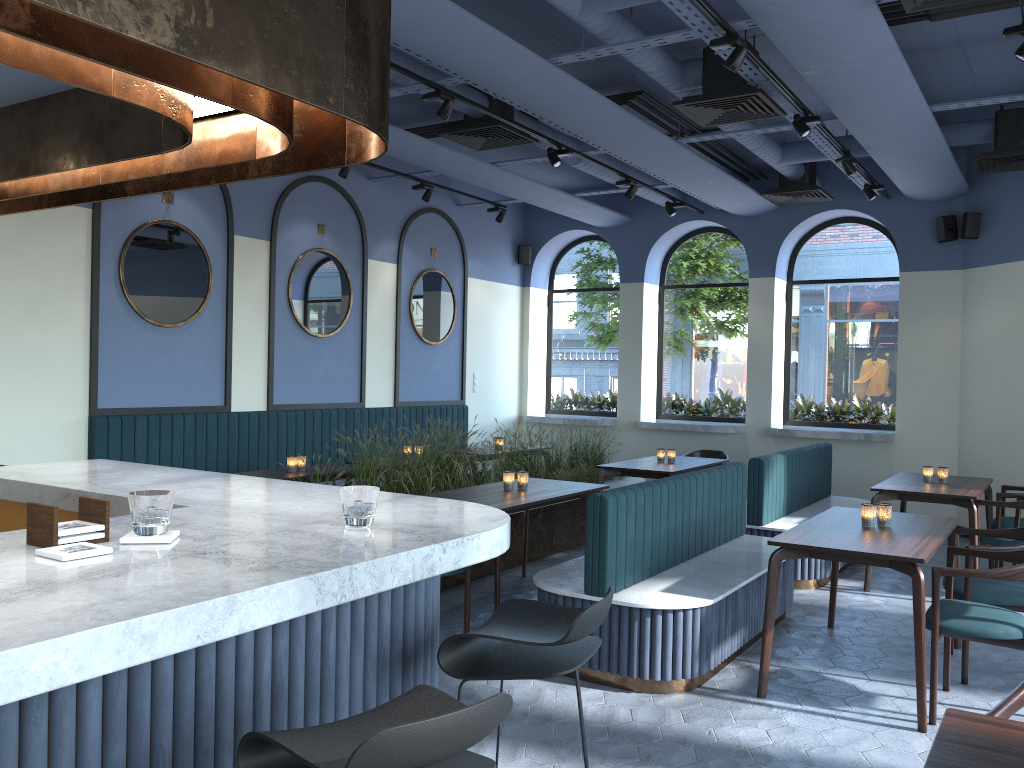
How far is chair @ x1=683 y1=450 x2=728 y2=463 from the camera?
9.1 meters

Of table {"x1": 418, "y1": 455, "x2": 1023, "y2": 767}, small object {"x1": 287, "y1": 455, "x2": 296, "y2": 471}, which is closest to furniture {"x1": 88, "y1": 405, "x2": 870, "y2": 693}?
table {"x1": 418, "y1": 455, "x2": 1023, "y2": 767}

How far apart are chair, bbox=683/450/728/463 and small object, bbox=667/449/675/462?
1.20m

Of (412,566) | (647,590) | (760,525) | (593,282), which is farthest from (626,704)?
(593,282)

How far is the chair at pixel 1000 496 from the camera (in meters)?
6.69

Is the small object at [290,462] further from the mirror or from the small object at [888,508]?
the small object at [888,508]

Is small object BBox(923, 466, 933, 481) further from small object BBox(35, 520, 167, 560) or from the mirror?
small object BBox(35, 520, 167, 560)

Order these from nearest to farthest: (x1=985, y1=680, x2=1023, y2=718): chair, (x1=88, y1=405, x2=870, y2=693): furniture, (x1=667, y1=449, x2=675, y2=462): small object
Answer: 1. (x1=985, y1=680, x2=1023, y2=718): chair
2. (x1=88, y1=405, x2=870, y2=693): furniture
3. (x1=667, y1=449, x2=675, y2=462): small object

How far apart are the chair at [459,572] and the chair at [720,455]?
4.7 meters

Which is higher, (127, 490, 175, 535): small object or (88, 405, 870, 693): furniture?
(127, 490, 175, 535): small object
